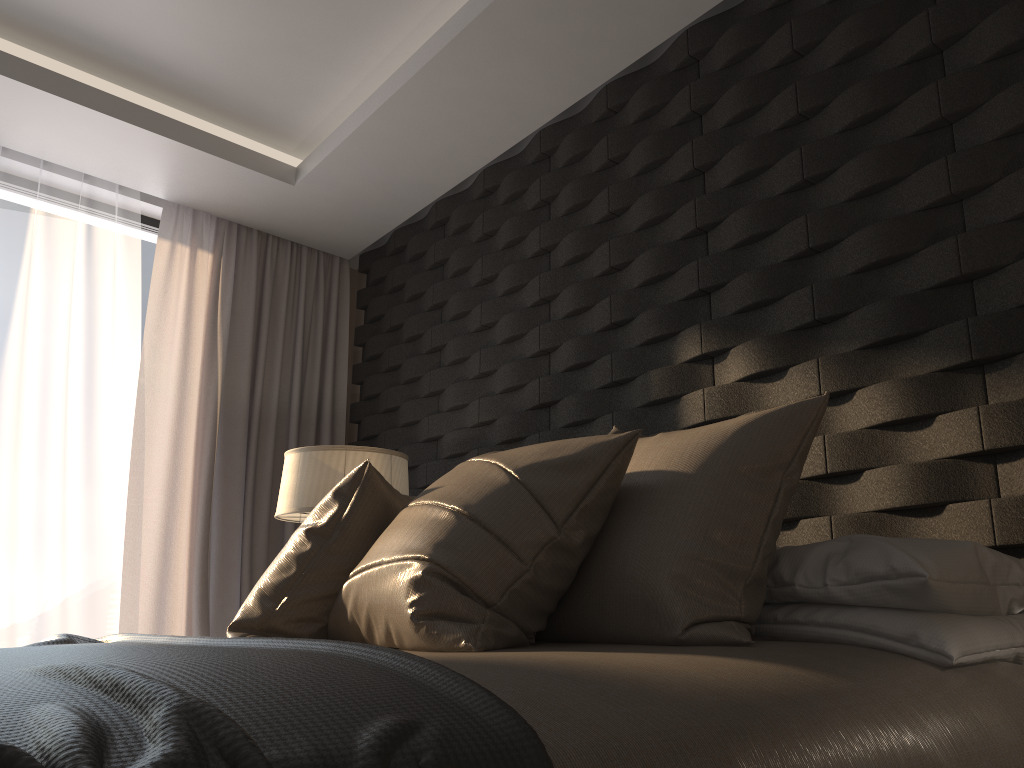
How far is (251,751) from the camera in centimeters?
67cm

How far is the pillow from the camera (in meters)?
1.51

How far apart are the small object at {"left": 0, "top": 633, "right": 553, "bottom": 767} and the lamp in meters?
1.1 m

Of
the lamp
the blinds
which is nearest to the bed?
the lamp

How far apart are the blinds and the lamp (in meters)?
0.77

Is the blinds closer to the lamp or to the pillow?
the lamp

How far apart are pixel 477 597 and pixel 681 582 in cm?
35

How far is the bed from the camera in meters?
0.9 m

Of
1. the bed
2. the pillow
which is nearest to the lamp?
the pillow

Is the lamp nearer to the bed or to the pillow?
the pillow
